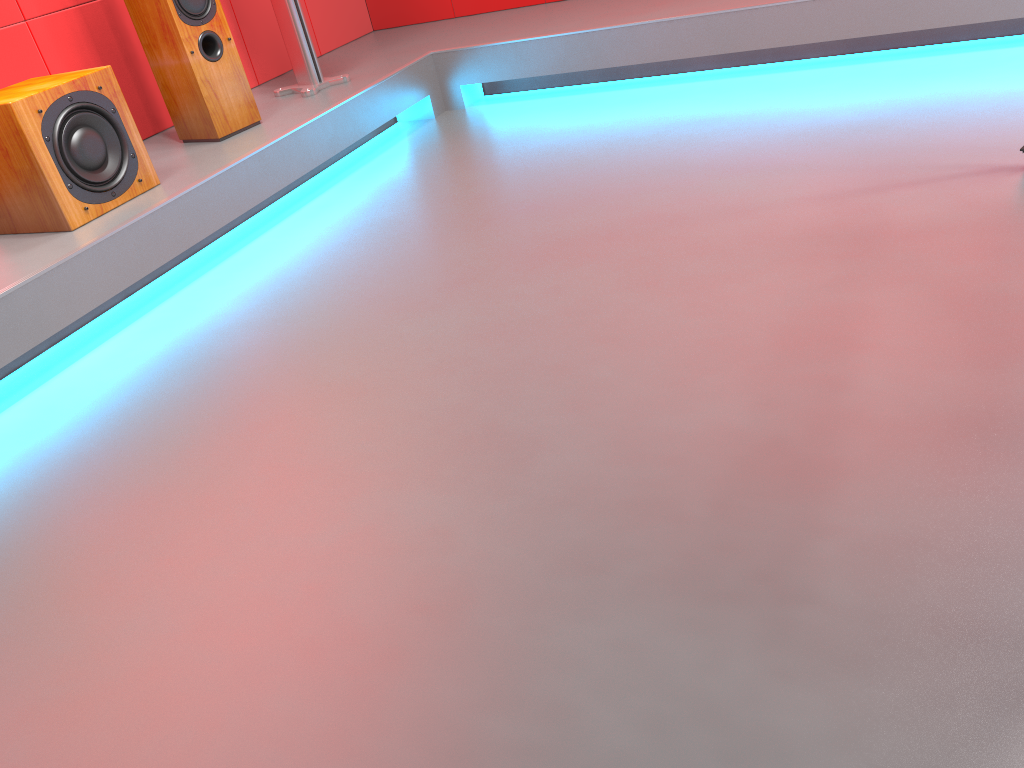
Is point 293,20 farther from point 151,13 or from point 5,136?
point 5,136

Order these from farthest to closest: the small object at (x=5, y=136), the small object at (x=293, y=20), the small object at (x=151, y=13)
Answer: the small object at (x=293, y=20)
the small object at (x=151, y=13)
the small object at (x=5, y=136)

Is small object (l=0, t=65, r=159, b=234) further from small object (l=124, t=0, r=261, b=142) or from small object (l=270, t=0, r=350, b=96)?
small object (l=270, t=0, r=350, b=96)

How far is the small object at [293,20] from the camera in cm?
343

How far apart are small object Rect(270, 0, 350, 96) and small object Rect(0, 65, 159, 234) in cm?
95

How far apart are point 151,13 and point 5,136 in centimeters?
81cm

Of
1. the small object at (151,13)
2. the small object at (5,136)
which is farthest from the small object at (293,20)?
the small object at (5,136)

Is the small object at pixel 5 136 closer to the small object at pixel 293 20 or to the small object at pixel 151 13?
the small object at pixel 151 13

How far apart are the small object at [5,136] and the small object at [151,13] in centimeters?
42cm

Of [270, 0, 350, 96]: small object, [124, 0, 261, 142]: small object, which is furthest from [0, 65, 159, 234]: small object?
[270, 0, 350, 96]: small object
